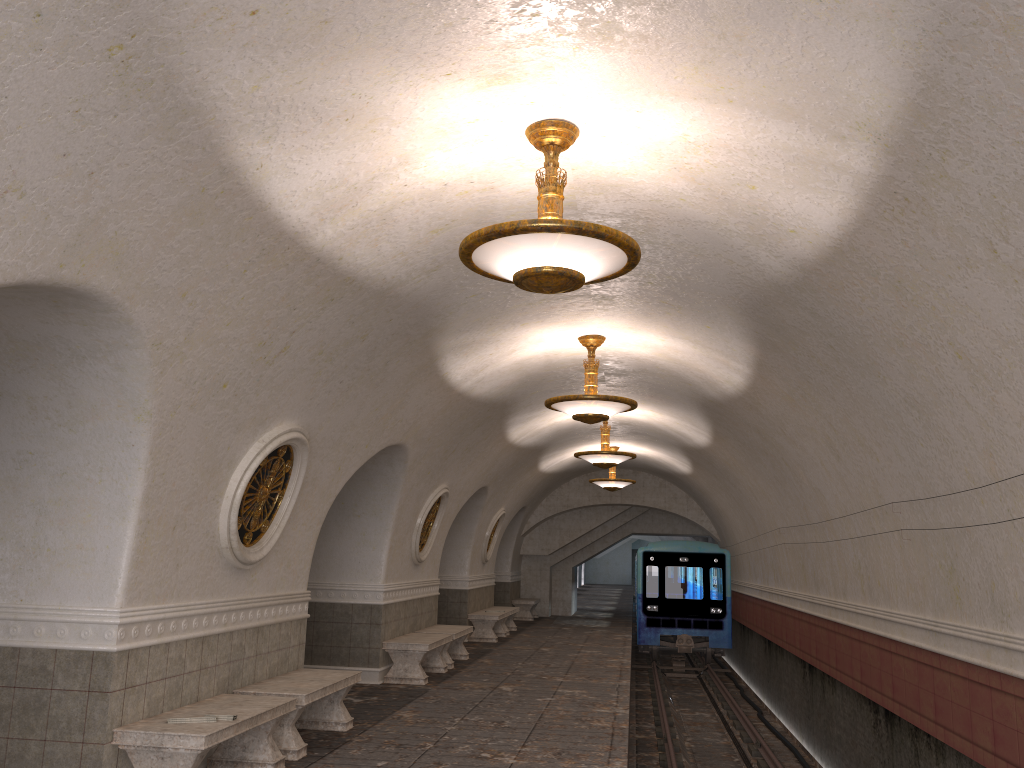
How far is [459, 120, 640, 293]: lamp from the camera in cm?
450

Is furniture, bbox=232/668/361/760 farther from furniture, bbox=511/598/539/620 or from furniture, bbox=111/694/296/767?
furniture, bbox=511/598/539/620

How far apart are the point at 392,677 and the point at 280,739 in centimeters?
431cm

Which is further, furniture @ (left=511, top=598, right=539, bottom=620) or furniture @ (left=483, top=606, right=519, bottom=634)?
→ furniture @ (left=511, top=598, right=539, bottom=620)

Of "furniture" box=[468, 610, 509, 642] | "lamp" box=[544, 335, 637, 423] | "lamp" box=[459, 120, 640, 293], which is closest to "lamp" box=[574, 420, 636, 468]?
"lamp" box=[544, 335, 637, 423]

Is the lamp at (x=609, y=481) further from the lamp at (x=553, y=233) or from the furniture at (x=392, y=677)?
the lamp at (x=553, y=233)

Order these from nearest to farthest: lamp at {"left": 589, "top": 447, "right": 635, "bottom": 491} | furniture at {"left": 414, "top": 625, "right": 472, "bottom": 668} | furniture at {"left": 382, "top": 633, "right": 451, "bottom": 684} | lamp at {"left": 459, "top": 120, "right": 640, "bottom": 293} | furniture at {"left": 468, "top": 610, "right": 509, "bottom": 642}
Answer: lamp at {"left": 459, "top": 120, "right": 640, "bottom": 293}, furniture at {"left": 382, "top": 633, "right": 451, "bottom": 684}, furniture at {"left": 414, "top": 625, "right": 472, "bottom": 668}, furniture at {"left": 468, "top": 610, "right": 509, "bottom": 642}, lamp at {"left": 589, "top": 447, "right": 635, "bottom": 491}

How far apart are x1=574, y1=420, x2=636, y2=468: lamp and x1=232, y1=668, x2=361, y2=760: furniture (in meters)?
6.39

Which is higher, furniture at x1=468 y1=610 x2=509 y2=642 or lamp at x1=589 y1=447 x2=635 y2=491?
lamp at x1=589 y1=447 x2=635 y2=491

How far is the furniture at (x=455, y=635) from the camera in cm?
1293
